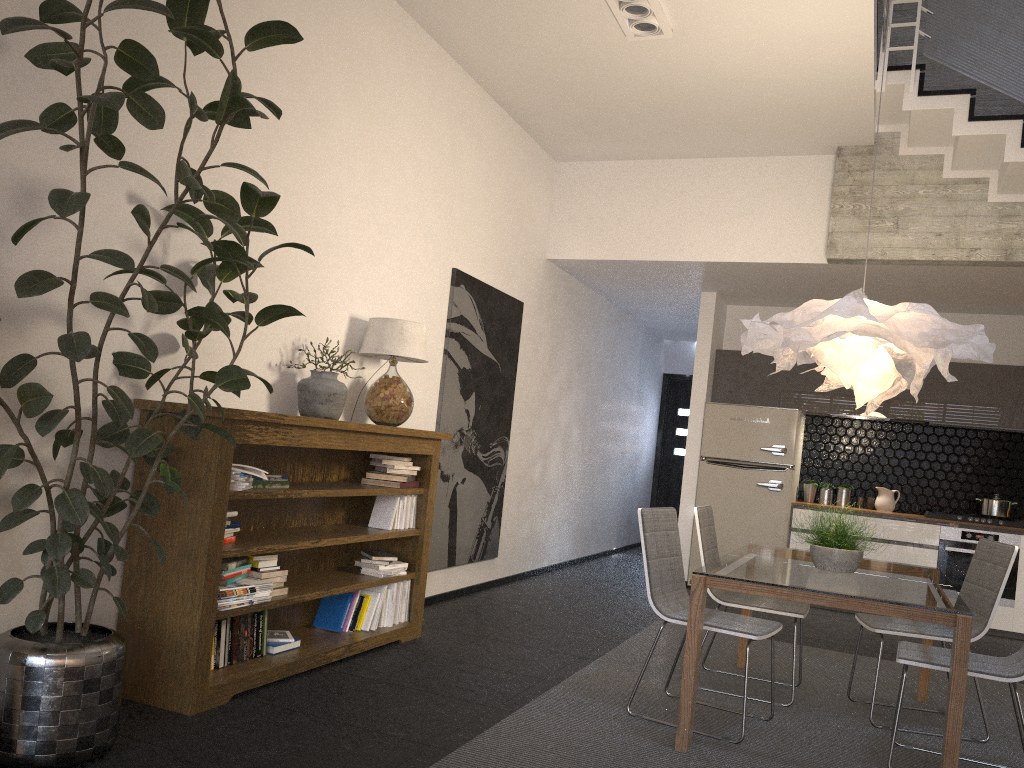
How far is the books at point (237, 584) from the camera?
Answer: 3.62m

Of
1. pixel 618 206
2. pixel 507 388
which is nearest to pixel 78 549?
pixel 507 388

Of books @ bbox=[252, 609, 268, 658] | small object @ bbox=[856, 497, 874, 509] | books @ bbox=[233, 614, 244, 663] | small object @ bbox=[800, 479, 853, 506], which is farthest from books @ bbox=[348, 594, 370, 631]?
small object @ bbox=[856, 497, 874, 509]

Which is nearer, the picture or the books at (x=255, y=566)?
the books at (x=255, y=566)

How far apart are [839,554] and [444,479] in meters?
2.8 m

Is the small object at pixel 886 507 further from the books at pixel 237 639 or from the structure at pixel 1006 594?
the books at pixel 237 639

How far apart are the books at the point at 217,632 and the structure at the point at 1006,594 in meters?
6.0 m

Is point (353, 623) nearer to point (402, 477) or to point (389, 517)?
A: point (389, 517)

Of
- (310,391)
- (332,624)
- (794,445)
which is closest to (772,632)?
(332,624)

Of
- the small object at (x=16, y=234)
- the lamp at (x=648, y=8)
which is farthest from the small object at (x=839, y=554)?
the lamp at (x=648, y=8)
